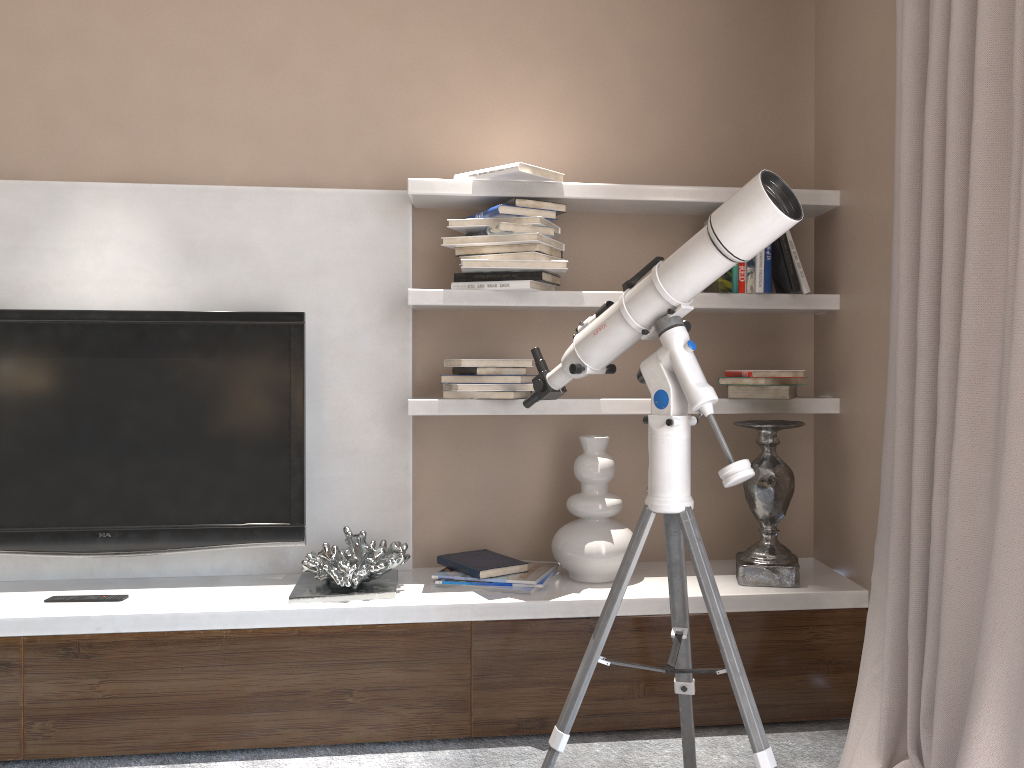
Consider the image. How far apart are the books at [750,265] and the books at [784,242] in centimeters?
9cm

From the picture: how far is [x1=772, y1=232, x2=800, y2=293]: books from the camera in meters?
2.6 m

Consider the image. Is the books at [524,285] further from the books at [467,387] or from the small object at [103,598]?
the small object at [103,598]

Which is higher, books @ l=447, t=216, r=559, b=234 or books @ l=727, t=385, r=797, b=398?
books @ l=447, t=216, r=559, b=234

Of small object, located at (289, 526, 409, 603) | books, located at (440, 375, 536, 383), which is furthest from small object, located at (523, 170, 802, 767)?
small object, located at (289, 526, 409, 603)

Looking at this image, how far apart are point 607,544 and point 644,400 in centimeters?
45cm

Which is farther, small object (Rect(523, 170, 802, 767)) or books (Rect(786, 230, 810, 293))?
books (Rect(786, 230, 810, 293))

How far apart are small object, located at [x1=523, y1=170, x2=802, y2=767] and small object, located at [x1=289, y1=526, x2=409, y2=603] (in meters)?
0.71

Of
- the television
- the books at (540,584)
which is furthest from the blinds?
the television

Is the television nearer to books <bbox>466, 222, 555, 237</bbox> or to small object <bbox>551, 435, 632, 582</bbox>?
books <bbox>466, 222, 555, 237</bbox>
